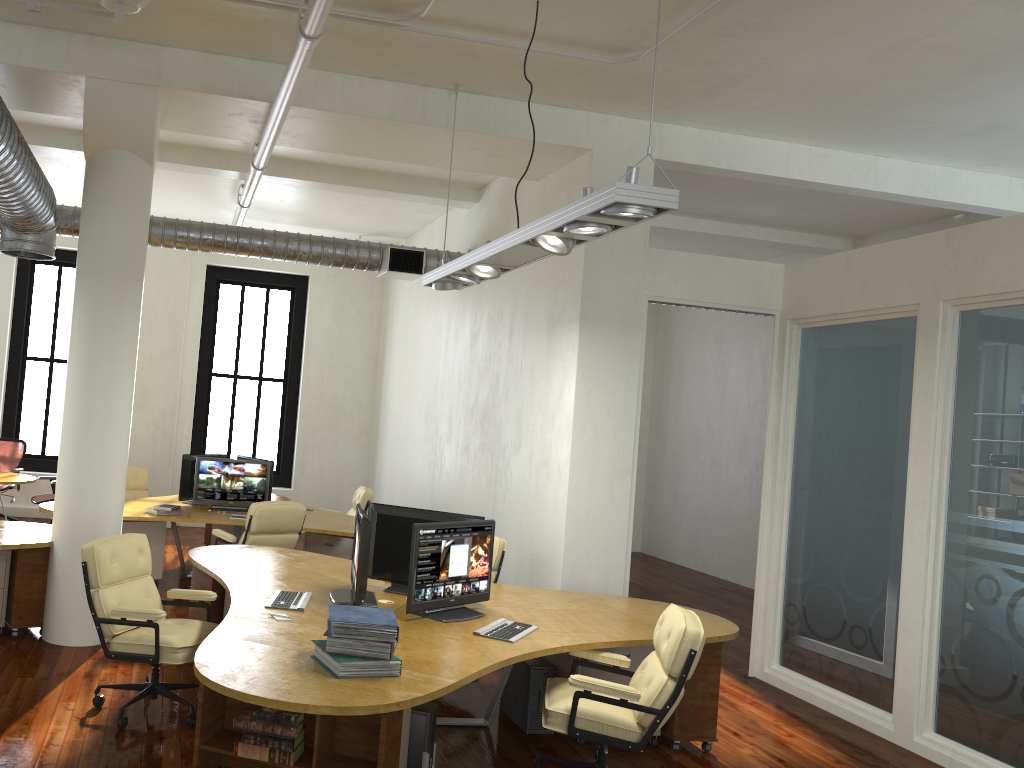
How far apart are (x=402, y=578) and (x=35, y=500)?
6.5 meters

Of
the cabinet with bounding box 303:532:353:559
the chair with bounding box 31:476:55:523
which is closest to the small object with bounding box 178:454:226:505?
the cabinet with bounding box 303:532:353:559

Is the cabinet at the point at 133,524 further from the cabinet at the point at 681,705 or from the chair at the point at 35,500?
the cabinet at the point at 681,705

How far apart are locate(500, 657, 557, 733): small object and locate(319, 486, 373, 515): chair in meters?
4.5

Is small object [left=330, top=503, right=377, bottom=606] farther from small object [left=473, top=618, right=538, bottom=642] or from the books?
the books

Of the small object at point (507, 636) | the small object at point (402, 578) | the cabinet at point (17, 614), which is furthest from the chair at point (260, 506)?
the small object at point (507, 636)

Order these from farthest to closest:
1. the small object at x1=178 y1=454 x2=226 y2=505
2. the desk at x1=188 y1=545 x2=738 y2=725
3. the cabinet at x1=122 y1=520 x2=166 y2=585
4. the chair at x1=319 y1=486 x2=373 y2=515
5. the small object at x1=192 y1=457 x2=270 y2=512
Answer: the chair at x1=319 y1=486 x2=373 y2=515 < the small object at x1=178 y1=454 x2=226 y2=505 < the small object at x1=192 y1=457 x2=270 y2=512 < the cabinet at x1=122 y1=520 x2=166 y2=585 < the desk at x1=188 y1=545 x2=738 y2=725

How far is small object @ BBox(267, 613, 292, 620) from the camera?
4.82m

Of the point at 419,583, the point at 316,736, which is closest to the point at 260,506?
the point at 419,583

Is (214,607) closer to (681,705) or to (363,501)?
(681,705)
